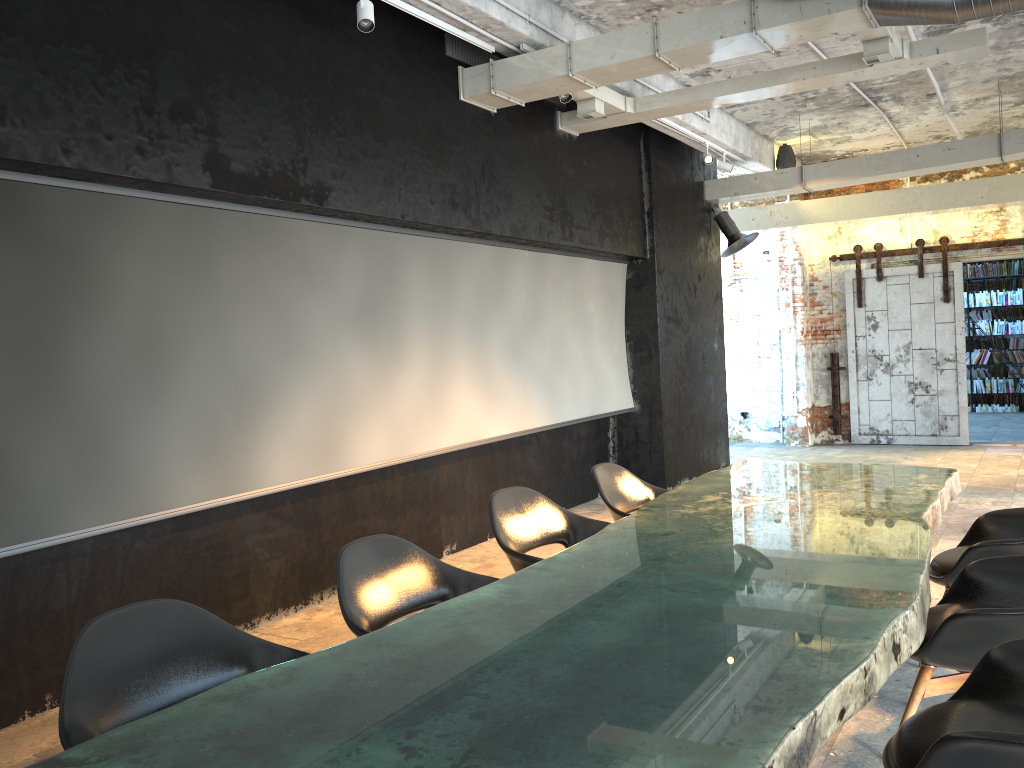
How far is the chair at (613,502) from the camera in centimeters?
490cm

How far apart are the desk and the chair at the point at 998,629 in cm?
22

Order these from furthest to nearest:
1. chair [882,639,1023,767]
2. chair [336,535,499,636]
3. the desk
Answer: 1. chair [336,535,499,636]
2. chair [882,639,1023,767]
3. the desk

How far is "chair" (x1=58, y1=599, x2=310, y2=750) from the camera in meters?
2.3

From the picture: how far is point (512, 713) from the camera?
1.8m

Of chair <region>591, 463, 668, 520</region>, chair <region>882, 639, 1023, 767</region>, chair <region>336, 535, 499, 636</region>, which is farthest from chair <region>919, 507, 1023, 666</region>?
chair <region>336, 535, 499, 636</region>

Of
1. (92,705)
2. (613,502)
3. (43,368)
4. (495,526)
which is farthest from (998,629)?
(43,368)

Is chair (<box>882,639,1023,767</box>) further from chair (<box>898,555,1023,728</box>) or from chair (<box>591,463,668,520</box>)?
chair (<box>591,463,668,520</box>)

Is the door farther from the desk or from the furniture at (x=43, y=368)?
the desk

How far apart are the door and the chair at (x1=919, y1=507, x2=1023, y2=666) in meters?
7.8 m
